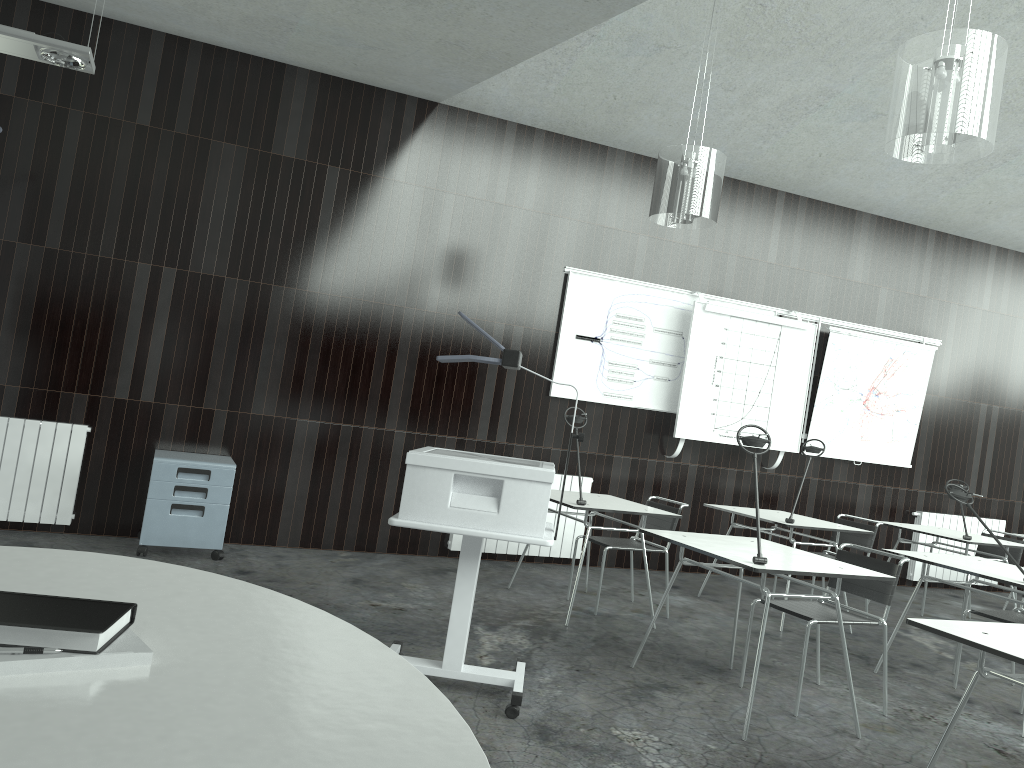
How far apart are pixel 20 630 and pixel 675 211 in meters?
4.0

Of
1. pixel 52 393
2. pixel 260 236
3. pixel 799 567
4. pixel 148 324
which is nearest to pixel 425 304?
pixel 260 236

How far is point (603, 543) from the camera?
5.3 meters

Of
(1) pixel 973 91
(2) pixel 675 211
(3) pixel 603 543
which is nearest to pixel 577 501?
(3) pixel 603 543

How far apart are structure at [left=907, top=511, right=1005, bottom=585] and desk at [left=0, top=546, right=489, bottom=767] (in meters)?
7.67

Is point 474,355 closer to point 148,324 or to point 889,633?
point 148,324

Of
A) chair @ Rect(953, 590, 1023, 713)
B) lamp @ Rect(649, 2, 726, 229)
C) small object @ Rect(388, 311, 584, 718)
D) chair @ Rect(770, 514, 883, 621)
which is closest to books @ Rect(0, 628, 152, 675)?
small object @ Rect(388, 311, 584, 718)

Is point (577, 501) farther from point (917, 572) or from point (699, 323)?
point (917, 572)

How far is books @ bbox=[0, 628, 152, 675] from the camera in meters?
1.0

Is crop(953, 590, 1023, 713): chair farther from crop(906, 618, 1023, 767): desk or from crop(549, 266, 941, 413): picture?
crop(549, 266, 941, 413): picture
